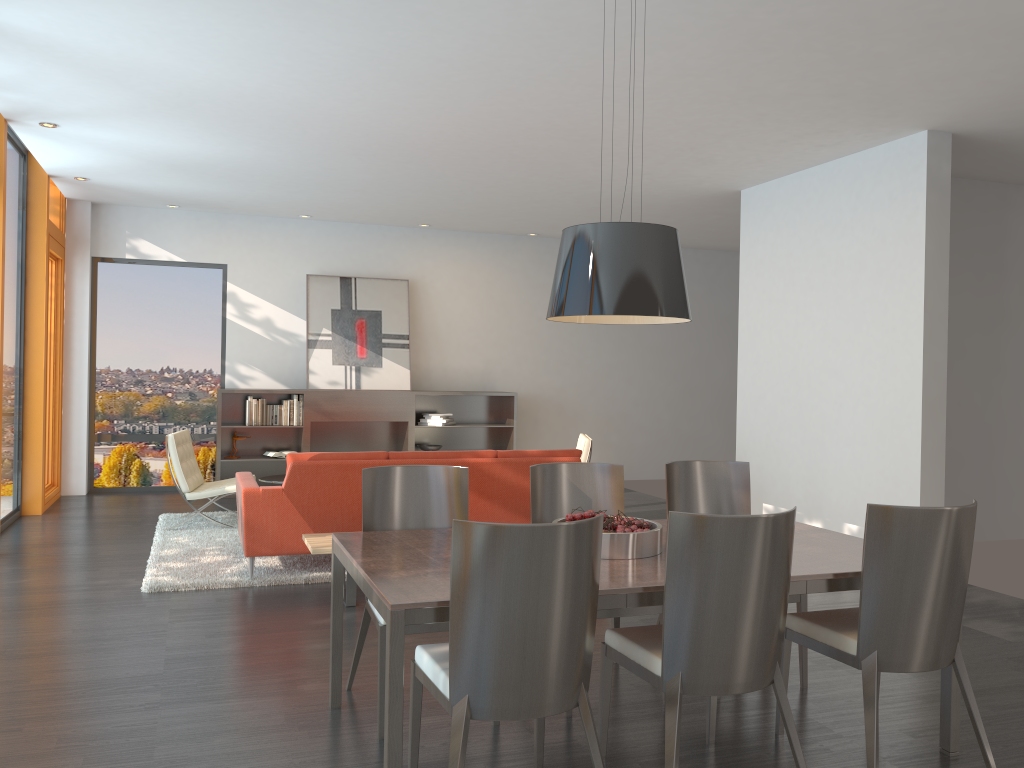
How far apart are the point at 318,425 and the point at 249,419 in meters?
0.7

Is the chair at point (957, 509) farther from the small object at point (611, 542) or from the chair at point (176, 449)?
the chair at point (176, 449)

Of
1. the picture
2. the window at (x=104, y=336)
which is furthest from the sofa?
the window at (x=104, y=336)

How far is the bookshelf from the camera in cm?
980

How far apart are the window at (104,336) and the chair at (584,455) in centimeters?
448cm

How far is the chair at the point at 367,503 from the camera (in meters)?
3.80

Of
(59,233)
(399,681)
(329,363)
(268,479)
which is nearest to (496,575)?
(399,681)

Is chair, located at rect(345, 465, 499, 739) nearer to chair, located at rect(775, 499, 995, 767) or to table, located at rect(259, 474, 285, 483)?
chair, located at rect(775, 499, 995, 767)

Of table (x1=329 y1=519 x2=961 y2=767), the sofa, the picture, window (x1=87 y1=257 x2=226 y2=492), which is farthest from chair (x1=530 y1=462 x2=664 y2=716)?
window (x1=87 y1=257 x2=226 y2=492)

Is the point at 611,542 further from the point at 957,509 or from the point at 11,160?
the point at 11,160
